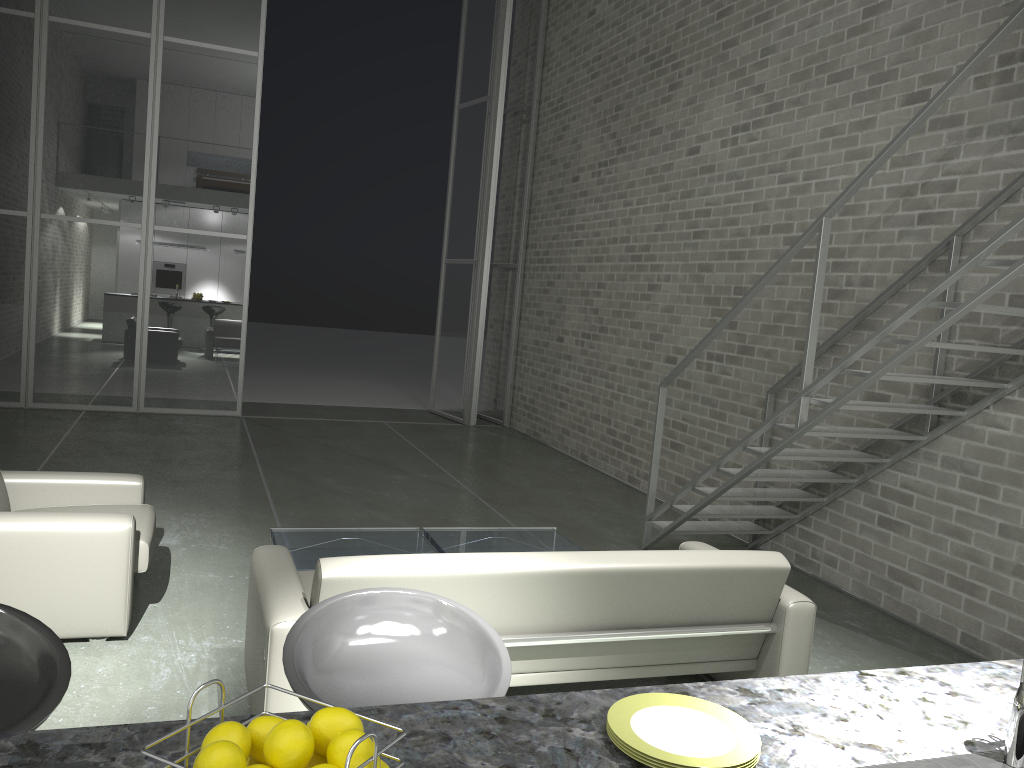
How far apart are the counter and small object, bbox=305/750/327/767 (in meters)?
0.22

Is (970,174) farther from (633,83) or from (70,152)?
(70,152)

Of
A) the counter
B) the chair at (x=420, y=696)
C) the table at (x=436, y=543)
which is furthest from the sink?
the table at (x=436, y=543)

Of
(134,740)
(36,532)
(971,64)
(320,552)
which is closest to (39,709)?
(134,740)

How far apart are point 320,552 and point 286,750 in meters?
3.6

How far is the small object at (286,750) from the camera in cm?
90

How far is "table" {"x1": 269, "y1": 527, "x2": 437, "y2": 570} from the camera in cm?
441

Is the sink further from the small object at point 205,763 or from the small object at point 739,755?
the small object at point 205,763

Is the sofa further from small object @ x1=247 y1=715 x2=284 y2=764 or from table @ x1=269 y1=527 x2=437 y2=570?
small object @ x1=247 y1=715 x2=284 y2=764

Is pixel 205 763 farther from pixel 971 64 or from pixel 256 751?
pixel 971 64
